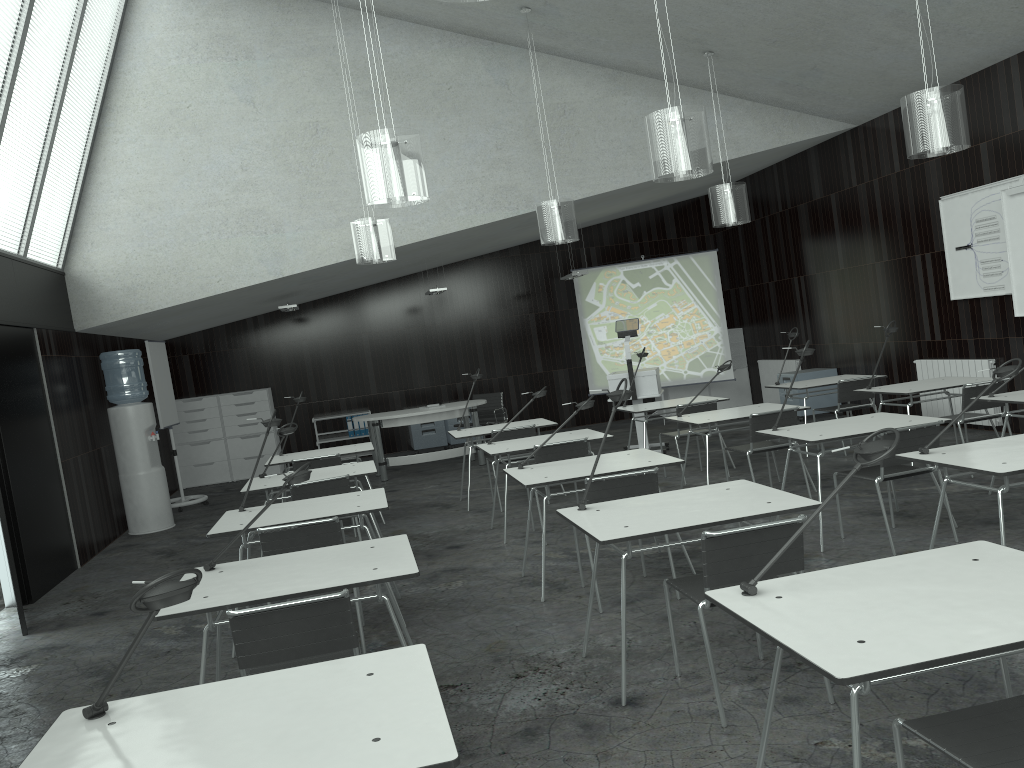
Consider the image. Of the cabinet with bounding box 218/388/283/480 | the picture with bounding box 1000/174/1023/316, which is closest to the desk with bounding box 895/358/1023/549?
the picture with bounding box 1000/174/1023/316

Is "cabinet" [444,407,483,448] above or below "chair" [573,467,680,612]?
below

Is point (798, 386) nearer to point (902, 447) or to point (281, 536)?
point (902, 447)

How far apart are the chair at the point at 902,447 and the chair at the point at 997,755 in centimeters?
278cm

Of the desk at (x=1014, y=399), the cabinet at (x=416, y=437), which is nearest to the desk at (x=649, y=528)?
the desk at (x=1014, y=399)

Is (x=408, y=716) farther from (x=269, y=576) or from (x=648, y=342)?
(x=648, y=342)

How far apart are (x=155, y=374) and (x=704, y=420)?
6.07m

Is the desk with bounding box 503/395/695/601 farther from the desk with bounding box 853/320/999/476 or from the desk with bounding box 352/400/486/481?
the desk with bounding box 352/400/486/481

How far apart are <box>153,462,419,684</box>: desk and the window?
4.5 meters

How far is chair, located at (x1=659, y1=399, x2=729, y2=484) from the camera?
7.60m
